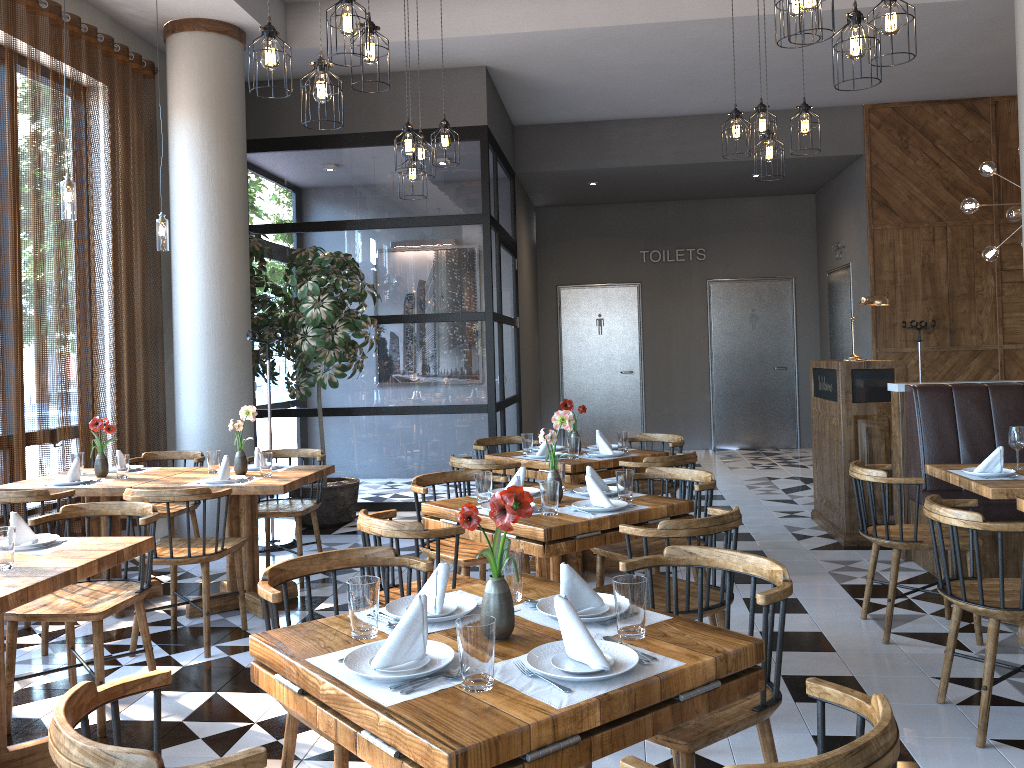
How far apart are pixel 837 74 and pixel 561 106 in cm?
613

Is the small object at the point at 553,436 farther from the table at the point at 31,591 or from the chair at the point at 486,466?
the table at the point at 31,591

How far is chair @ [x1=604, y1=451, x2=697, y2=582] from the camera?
5.0m

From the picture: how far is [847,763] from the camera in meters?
1.3

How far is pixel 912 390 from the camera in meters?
5.6 m

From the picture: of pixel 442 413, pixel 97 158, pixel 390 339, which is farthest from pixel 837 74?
pixel 390 339

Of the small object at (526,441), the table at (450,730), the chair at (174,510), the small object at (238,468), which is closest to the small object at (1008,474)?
the small object at (526,441)

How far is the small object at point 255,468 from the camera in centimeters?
531cm

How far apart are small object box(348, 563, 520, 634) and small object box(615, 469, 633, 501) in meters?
1.5 m

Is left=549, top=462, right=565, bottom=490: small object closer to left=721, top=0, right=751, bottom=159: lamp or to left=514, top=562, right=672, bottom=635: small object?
left=514, top=562, right=672, bottom=635: small object
